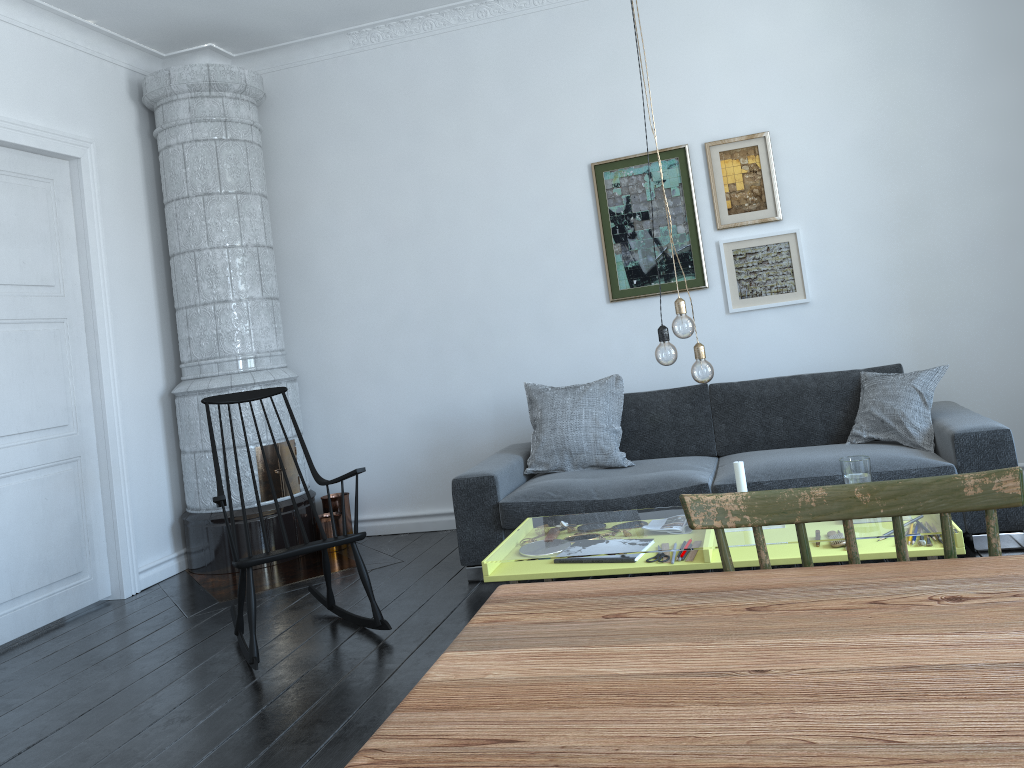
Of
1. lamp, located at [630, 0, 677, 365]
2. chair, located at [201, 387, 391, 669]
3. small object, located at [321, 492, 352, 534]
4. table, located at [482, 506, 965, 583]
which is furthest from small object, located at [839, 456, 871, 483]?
small object, located at [321, 492, 352, 534]

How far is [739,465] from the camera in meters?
3.1

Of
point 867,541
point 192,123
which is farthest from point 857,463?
point 192,123

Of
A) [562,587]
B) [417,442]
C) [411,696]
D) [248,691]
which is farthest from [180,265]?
[411,696]

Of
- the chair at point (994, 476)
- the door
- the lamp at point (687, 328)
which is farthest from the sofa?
the chair at point (994, 476)

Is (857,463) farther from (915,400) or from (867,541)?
(915,400)

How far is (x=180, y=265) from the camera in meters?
5.1 m

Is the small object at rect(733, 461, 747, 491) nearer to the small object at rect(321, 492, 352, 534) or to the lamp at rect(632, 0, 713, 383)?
the lamp at rect(632, 0, 713, 383)

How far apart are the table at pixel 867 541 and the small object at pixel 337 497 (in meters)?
1.52

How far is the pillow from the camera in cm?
399
